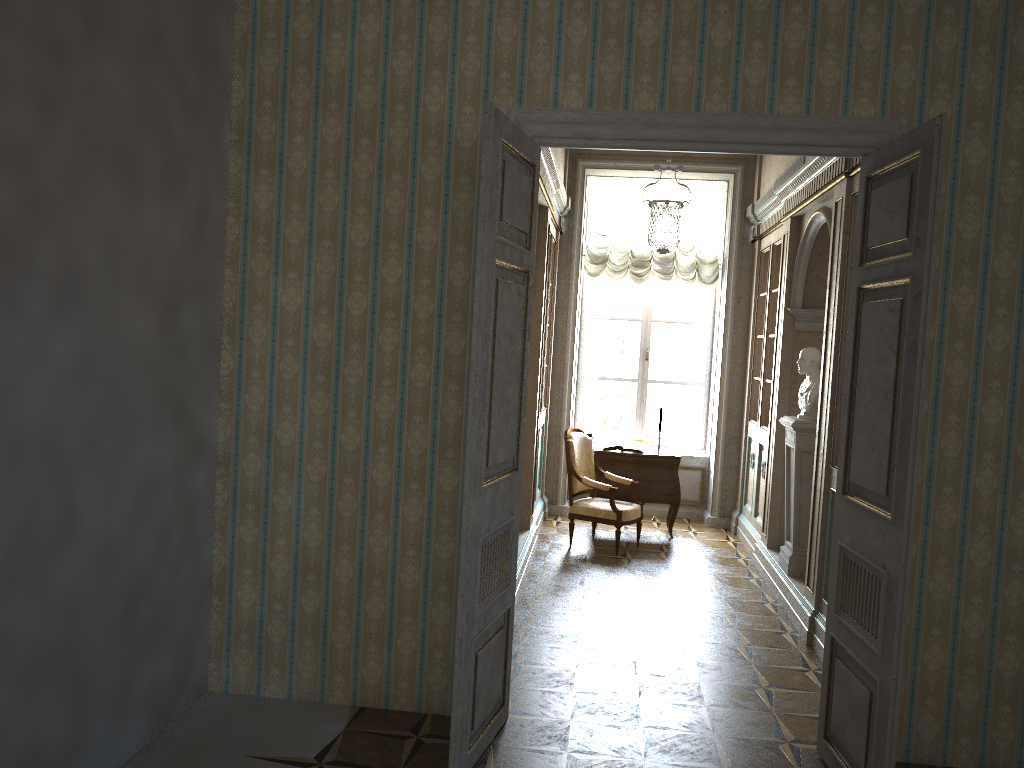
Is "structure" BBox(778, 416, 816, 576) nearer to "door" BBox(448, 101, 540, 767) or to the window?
"door" BBox(448, 101, 540, 767)

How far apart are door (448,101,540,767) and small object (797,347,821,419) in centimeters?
305cm

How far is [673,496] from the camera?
8.27m

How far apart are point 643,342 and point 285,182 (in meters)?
6.07

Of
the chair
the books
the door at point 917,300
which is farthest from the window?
the door at point 917,300

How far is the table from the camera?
8.27m

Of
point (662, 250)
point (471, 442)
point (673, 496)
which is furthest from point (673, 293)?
point (471, 442)

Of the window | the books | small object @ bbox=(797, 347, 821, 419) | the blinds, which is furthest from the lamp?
the books

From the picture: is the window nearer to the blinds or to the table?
the blinds

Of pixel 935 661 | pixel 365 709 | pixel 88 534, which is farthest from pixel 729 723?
pixel 88 534
